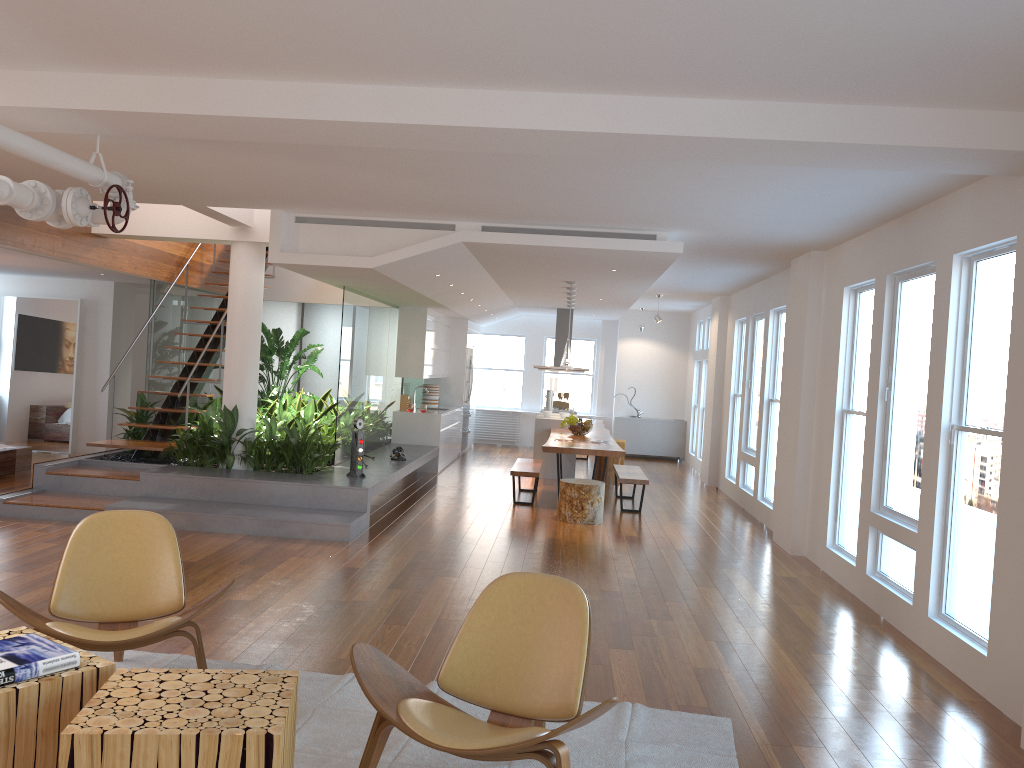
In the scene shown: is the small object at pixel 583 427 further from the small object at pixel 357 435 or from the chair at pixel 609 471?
the small object at pixel 357 435

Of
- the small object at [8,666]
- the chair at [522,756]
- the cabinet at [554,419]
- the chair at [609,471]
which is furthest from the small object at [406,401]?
the small object at [8,666]

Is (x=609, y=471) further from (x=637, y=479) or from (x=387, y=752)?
(x=387, y=752)

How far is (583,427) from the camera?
11.2m

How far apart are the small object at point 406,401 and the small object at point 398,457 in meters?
2.5

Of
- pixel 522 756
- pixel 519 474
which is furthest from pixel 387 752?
pixel 519 474

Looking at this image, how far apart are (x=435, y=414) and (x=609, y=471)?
2.50m

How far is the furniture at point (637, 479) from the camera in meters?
9.6 m

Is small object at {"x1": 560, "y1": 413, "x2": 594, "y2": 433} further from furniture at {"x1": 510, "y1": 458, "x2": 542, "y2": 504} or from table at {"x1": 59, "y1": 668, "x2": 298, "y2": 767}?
table at {"x1": 59, "y1": 668, "x2": 298, "y2": 767}

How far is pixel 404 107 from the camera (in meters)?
4.14
